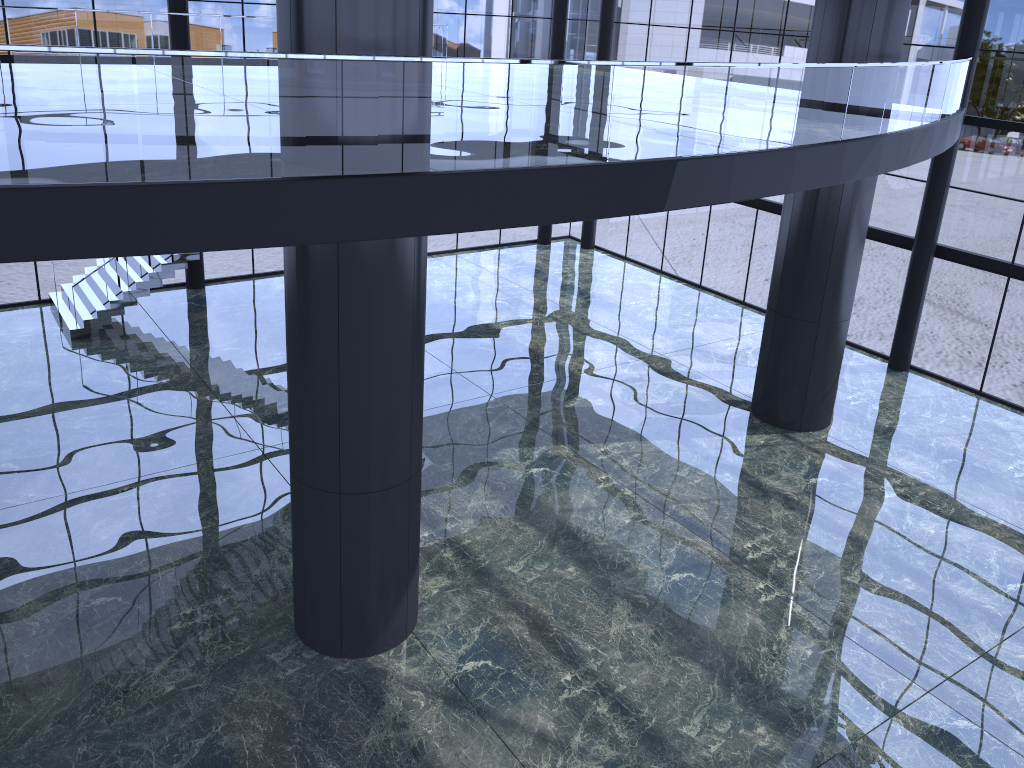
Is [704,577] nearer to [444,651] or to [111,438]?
[444,651]
